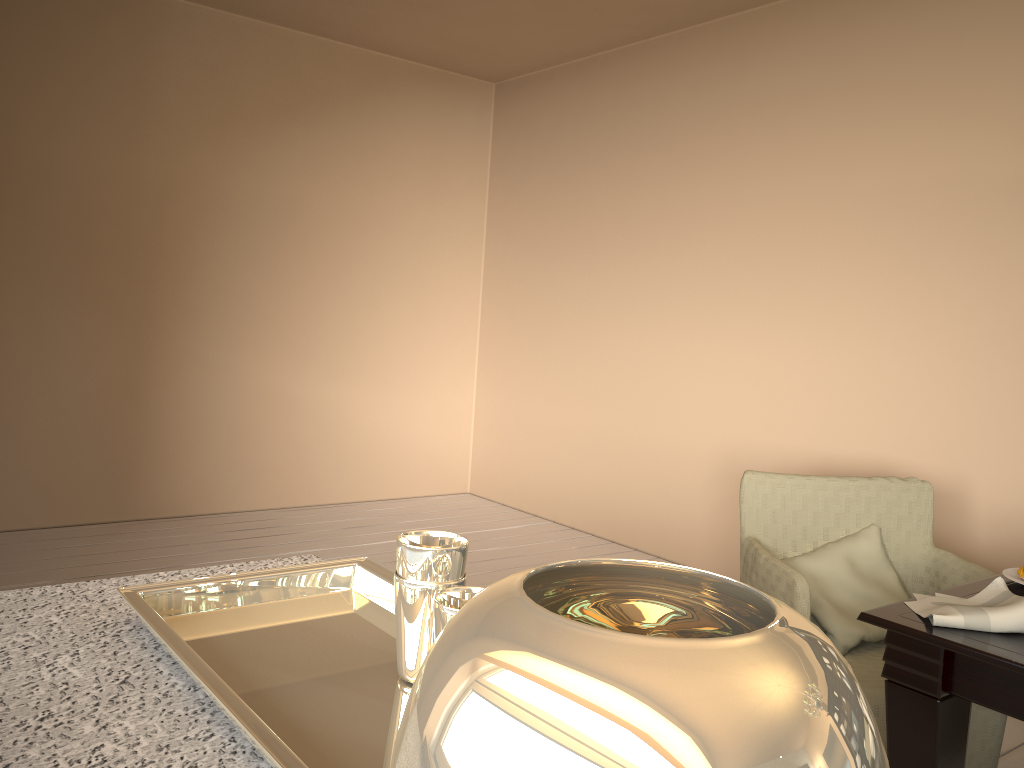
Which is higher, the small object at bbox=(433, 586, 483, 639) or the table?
the small object at bbox=(433, 586, 483, 639)

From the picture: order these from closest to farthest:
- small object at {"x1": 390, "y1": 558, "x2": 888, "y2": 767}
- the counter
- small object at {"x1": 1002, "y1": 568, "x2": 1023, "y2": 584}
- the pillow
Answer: small object at {"x1": 390, "y1": 558, "x2": 888, "y2": 767} < the counter < small object at {"x1": 1002, "y1": 568, "x2": 1023, "y2": 584} < the pillow

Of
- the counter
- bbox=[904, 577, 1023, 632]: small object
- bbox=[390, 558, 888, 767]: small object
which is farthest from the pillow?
bbox=[390, 558, 888, 767]: small object

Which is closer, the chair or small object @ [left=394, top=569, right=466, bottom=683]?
small object @ [left=394, top=569, right=466, bottom=683]

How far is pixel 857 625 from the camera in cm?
222

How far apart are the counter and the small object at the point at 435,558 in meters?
0.2

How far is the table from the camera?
1.38m

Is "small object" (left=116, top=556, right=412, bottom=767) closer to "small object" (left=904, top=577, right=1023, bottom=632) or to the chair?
"small object" (left=904, top=577, right=1023, bottom=632)

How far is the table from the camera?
1.4m

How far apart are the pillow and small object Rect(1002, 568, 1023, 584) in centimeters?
47cm
